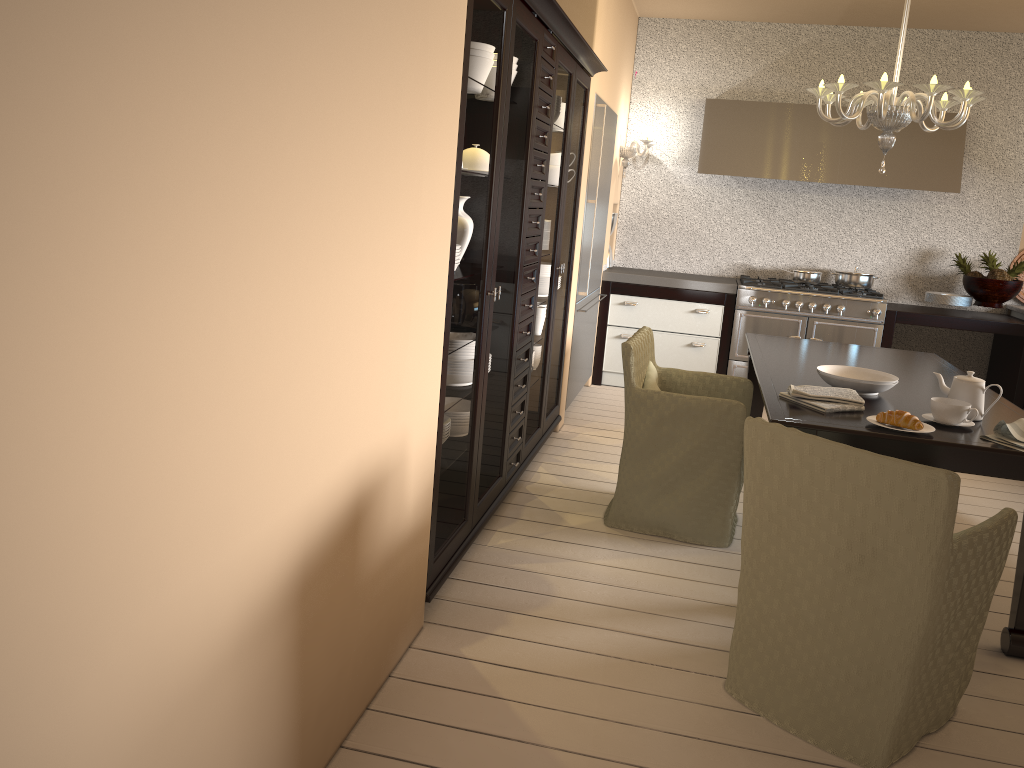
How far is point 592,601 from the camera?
2.85m

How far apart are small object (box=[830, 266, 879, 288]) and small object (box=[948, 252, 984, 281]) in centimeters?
56cm

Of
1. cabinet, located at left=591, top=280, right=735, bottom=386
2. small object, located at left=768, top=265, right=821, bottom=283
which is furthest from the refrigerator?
small object, located at left=768, top=265, right=821, bottom=283

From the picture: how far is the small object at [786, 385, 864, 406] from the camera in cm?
291

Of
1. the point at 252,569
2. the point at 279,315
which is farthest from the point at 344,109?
the point at 252,569

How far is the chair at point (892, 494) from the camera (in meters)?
2.02

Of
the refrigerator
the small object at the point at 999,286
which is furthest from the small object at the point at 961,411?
the small object at the point at 999,286

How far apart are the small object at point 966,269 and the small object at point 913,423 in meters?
3.7 m

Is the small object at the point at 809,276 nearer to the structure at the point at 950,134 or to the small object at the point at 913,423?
the structure at the point at 950,134

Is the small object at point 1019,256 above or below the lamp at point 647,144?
below
